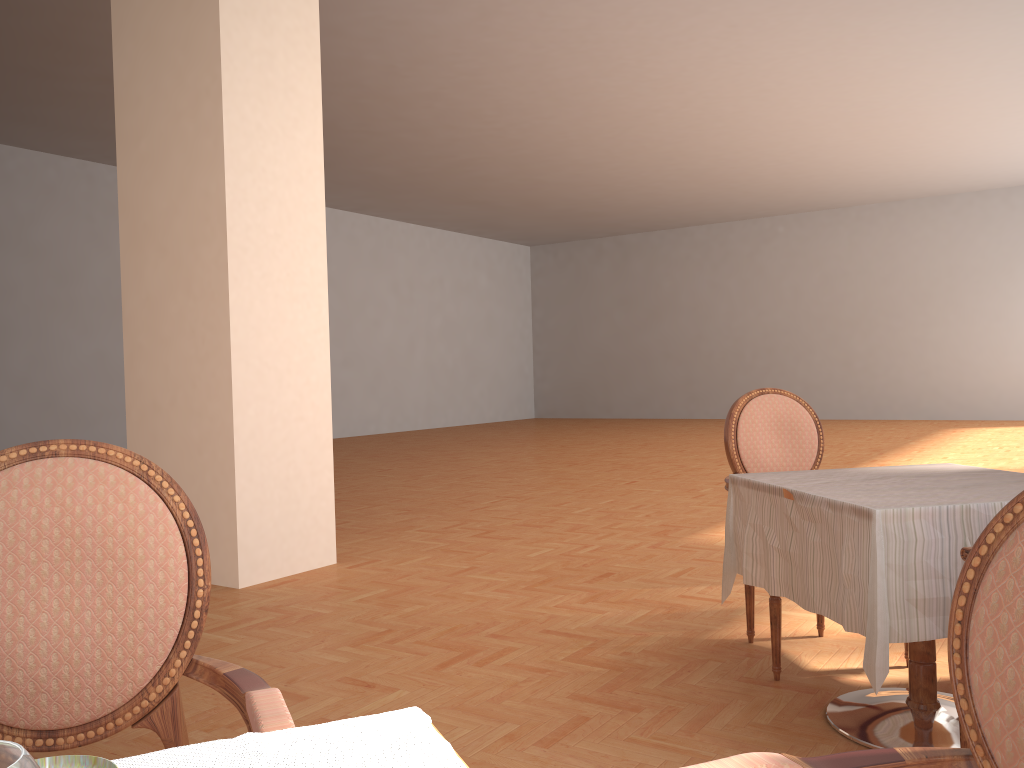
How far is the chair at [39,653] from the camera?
1.2m

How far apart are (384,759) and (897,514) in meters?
1.6

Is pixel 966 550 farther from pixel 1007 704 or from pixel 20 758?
pixel 20 758

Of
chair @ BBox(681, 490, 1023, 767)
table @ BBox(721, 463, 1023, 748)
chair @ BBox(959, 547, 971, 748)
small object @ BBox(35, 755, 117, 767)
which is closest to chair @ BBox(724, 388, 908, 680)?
table @ BBox(721, 463, 1023, 748)

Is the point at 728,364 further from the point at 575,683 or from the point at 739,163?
the point at 575,683

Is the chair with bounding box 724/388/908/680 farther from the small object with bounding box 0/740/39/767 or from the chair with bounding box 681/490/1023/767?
the small object with bounding box 0/740/39/767

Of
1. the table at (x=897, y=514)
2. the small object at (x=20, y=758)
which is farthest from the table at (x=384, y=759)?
the table at (x=897, y=514)

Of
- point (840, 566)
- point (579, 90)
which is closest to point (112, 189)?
point (579, 90)

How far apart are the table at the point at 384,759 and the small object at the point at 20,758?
0.3 meters

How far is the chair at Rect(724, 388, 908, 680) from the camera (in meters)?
3.26
